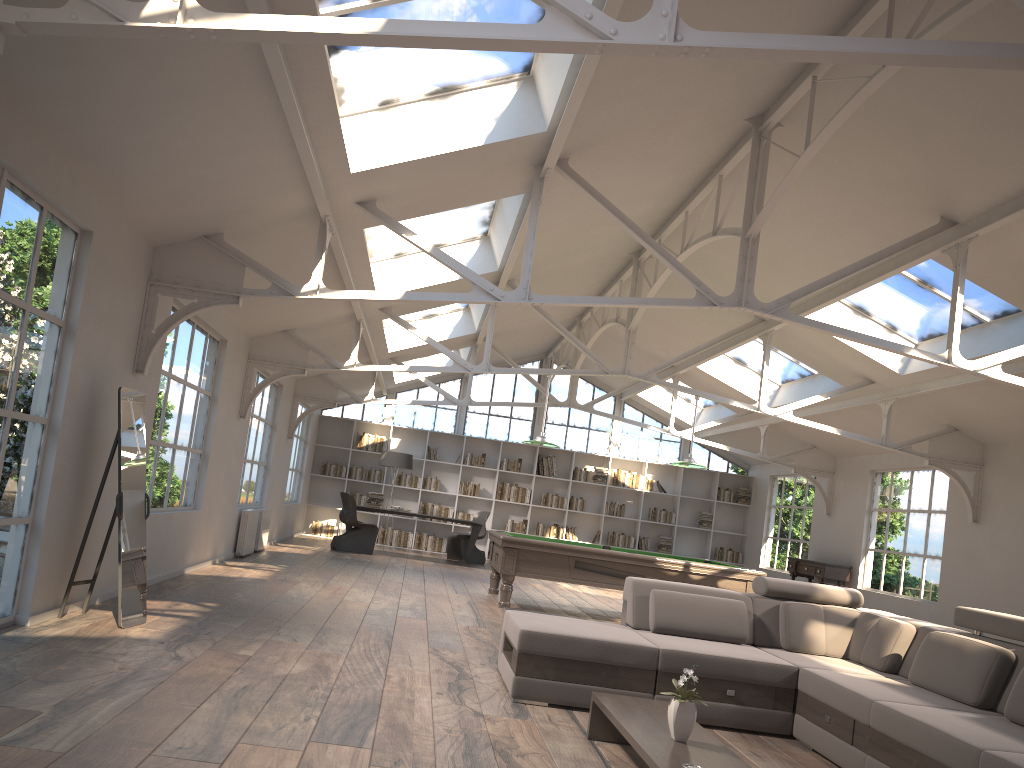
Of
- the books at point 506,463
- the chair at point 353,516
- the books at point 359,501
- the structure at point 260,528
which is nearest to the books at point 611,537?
the books at point 506,463

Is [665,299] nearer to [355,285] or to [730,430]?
[355,285]

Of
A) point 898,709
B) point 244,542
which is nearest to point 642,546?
point 244,542

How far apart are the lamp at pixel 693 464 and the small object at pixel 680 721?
6.61m

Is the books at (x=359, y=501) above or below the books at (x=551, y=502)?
below

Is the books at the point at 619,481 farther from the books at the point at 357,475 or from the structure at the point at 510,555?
the structure at the point at 510,555

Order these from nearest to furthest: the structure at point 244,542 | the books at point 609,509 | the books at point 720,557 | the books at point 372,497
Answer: the structure at point 244,542 → the books at point 372,497 → the books at point 609,509 → the books at point 720,557

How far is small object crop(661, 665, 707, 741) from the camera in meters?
3.5

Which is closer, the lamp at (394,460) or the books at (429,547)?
the lamp at (394,460)

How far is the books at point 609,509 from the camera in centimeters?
1727cm
